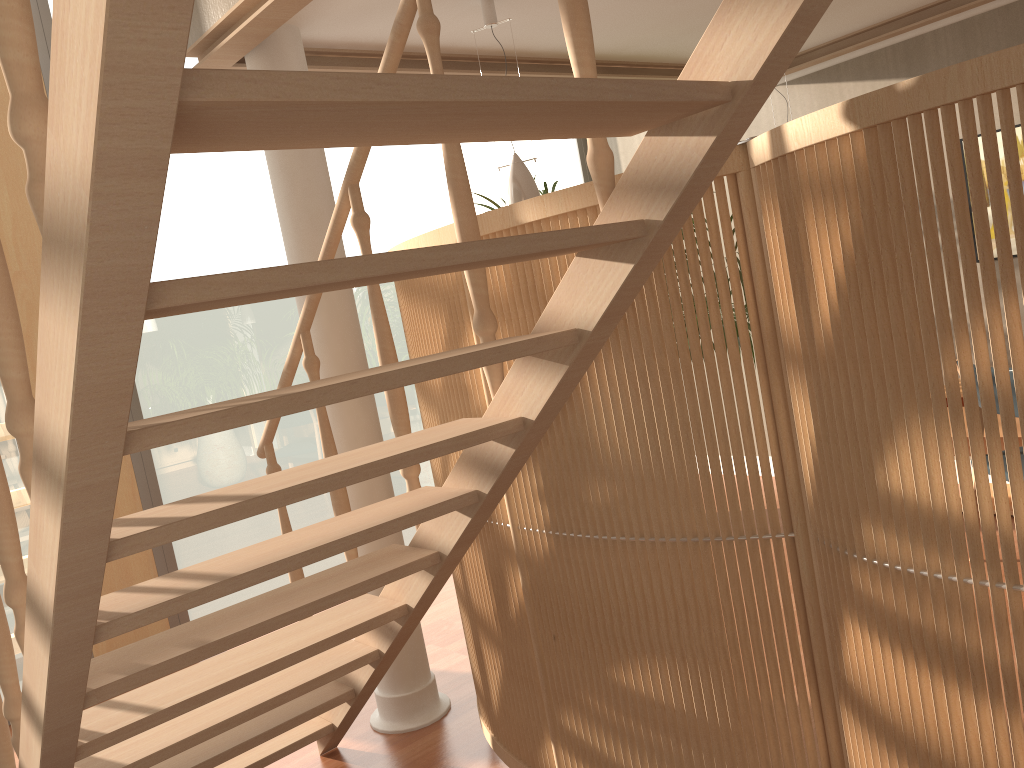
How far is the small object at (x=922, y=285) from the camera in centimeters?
137cm

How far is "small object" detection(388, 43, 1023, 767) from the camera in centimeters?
137cm

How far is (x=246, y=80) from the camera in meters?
0.8 m

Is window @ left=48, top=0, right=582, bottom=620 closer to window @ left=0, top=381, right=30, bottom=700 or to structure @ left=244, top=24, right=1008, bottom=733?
window @ left=0, top=381, right=30, bottom=700

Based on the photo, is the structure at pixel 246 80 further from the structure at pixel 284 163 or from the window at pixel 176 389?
the window at pixel 176 389

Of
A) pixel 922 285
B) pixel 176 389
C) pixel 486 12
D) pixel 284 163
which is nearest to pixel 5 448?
pixel 176 389

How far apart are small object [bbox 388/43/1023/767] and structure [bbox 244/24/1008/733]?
0.5 meters

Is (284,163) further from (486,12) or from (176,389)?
(176,389)

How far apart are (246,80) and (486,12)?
2.5 meters

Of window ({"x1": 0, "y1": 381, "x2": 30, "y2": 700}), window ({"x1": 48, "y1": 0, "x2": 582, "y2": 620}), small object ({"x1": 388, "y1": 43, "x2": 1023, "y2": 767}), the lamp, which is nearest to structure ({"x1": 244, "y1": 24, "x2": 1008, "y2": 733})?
small object ({"x1": 388, "y1": 43, "x2": 1023, "y2": 767})
